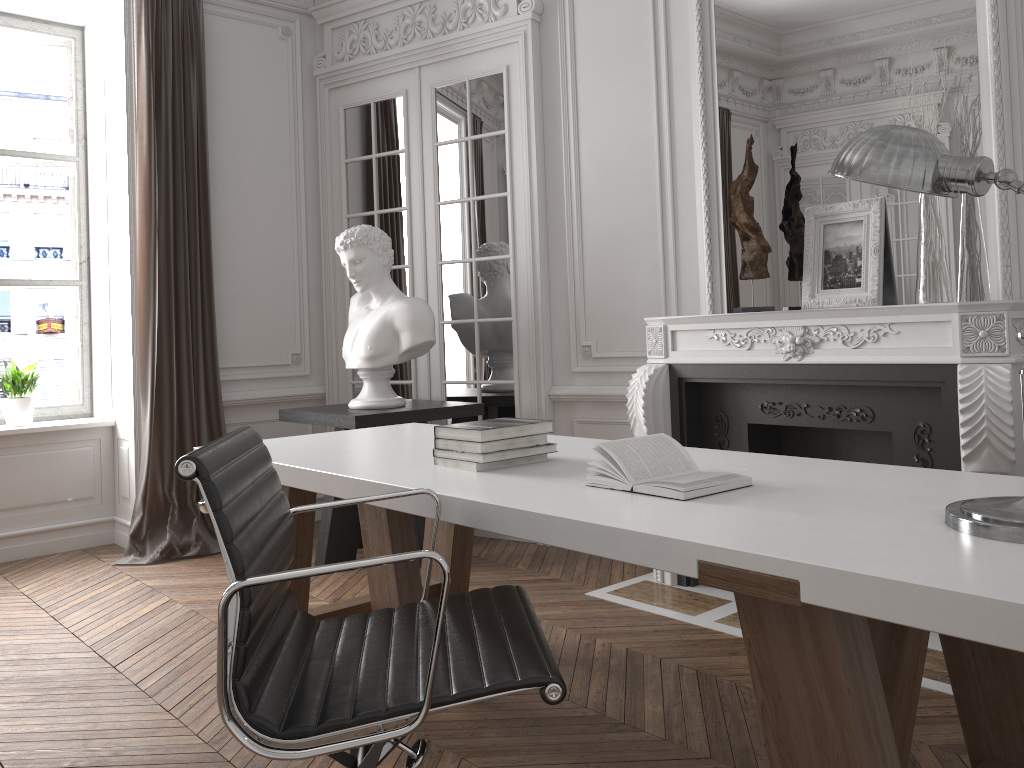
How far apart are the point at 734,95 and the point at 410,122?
1.9m

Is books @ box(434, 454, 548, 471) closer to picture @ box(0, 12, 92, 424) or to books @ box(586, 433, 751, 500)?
books @ box(586, 433, 751, 500)

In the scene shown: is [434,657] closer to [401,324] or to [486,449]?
[486,449]

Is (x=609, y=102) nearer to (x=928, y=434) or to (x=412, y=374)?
(x=412, y=374)

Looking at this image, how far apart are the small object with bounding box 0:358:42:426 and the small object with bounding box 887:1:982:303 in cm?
437

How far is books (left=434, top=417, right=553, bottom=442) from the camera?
2.24m

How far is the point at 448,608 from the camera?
1.8 meters

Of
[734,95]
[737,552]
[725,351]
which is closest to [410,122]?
[734,95]

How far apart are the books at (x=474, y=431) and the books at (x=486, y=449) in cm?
2

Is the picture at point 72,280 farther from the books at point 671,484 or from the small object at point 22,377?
the books at point 671,484
